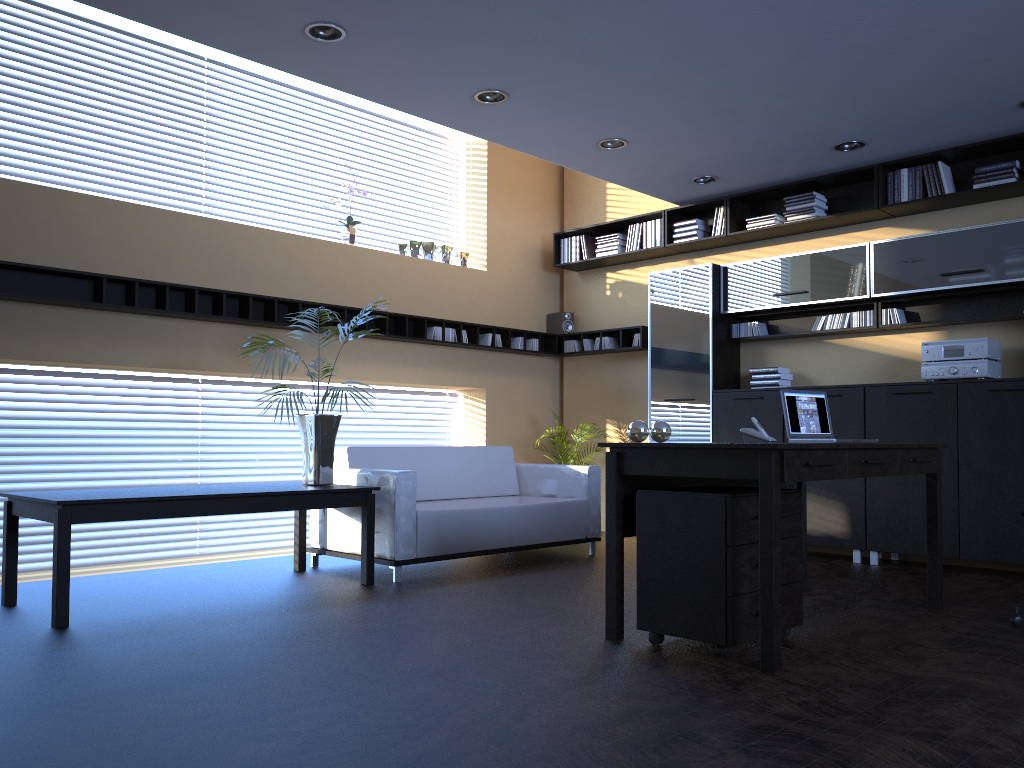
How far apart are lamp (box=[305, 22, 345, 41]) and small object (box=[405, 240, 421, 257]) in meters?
3.3

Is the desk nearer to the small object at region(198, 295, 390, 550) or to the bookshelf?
the small object at region(198, 295, 390, 550)

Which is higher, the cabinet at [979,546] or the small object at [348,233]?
the small object at [348,233]

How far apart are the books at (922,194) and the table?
4.49m

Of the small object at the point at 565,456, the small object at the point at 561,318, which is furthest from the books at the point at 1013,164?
the small object at the point at 565,456

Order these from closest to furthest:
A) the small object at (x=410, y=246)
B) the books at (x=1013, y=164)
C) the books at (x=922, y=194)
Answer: the books at (x=1013, y=164) < the books at (x=922, y=194) < the small object at (x=410, y=246)

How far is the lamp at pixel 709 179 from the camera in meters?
7.2 m

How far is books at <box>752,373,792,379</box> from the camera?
7.2m

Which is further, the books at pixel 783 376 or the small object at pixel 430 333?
the small object at pixel 430 333

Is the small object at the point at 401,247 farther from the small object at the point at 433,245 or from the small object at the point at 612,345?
the small object at the point at 612,345
